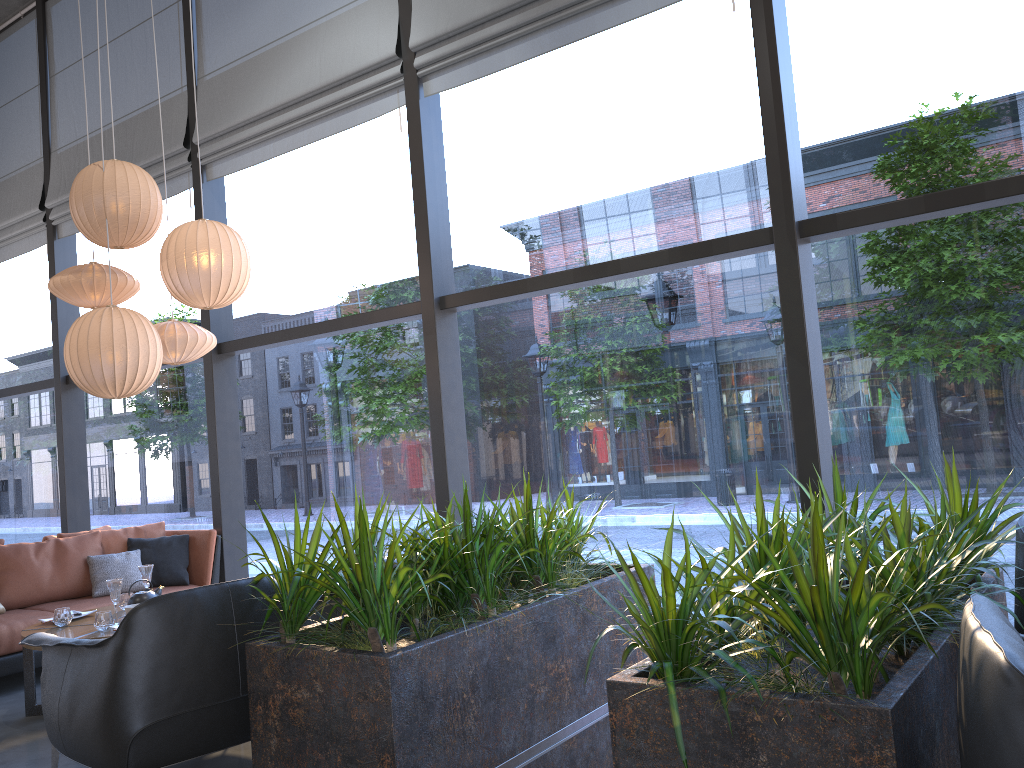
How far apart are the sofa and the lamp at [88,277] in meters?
1.8

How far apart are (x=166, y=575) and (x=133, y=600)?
1.3 meters

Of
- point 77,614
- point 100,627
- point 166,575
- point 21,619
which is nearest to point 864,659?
point 100,627

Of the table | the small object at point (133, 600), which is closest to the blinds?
the small object at point (133, 600)

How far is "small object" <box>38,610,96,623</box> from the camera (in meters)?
4.78

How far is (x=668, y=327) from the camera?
22.77m

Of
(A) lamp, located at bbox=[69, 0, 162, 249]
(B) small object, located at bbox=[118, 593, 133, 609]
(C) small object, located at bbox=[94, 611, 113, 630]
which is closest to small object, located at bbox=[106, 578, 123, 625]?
(C) small object, located at bbox=[94, 611, 113, 630]

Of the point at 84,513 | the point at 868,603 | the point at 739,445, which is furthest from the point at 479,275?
the point at 868,603

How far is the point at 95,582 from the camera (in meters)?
5.68

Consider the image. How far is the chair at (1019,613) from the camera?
2.7m
